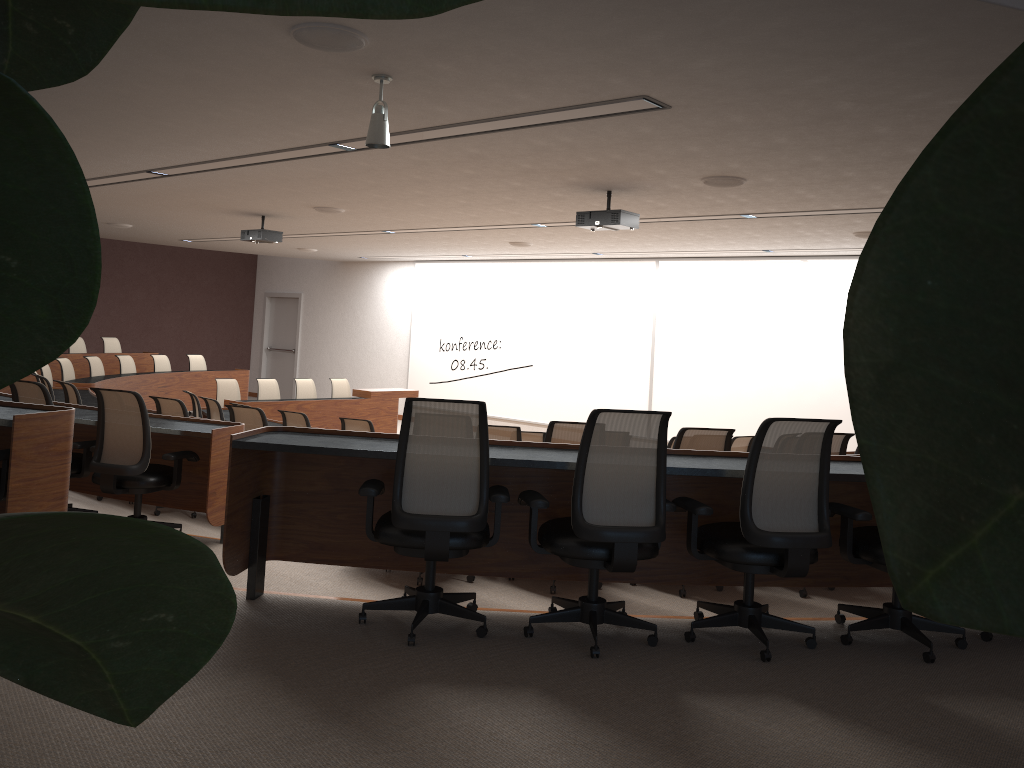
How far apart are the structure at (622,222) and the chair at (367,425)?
2.6 meters

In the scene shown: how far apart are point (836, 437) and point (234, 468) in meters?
3.4 m

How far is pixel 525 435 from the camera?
8.0m

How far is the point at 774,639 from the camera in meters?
3.8 m

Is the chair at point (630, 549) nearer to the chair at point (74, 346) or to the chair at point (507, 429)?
the chair at point (507, 429)

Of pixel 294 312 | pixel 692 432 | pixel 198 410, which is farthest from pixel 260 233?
pixel 294 312

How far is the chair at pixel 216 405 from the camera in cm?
933

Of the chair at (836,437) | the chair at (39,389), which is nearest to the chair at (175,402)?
the chair at (39,389)

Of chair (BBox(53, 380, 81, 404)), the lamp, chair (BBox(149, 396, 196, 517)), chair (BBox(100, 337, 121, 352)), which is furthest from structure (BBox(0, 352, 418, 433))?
the lamp

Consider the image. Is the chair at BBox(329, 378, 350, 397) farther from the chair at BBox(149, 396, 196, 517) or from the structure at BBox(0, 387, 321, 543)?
A: the chair at BBox(149, 396, 196, 517)
